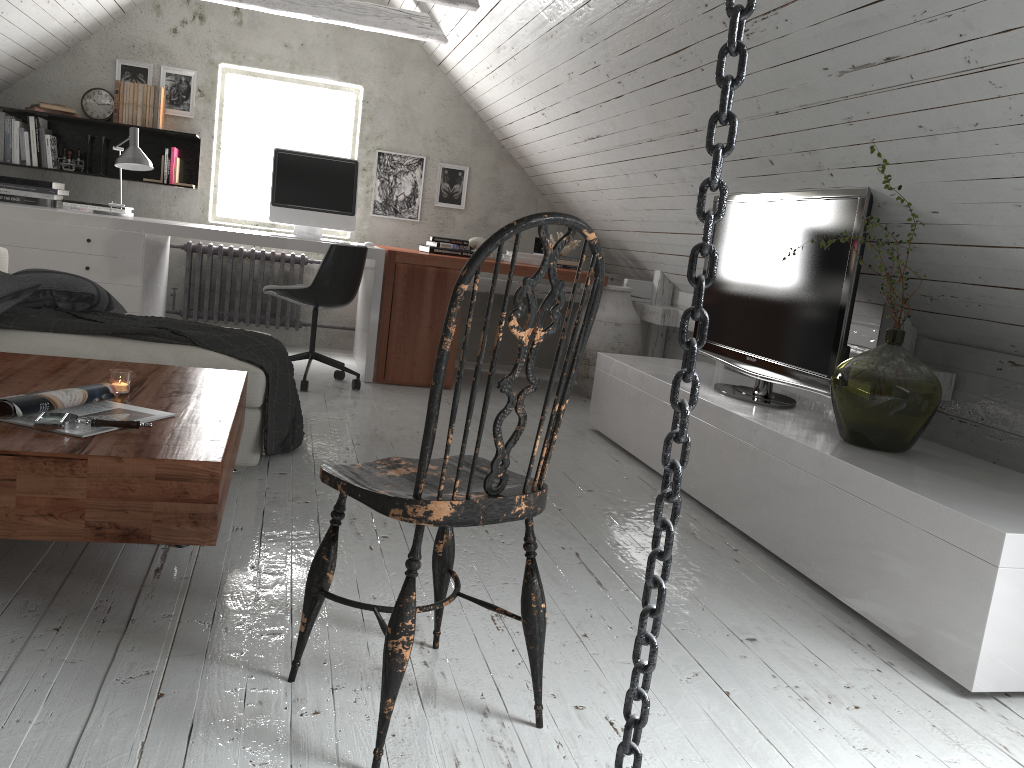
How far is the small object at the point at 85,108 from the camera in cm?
544

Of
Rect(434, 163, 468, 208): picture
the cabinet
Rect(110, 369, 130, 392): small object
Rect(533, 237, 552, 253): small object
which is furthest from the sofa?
Rect(533, 237, 552, 253): small object

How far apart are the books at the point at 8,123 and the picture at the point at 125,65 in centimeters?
70cm

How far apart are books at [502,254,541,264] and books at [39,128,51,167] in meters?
3.0

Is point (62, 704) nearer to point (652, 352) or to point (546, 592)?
point (546, 592)

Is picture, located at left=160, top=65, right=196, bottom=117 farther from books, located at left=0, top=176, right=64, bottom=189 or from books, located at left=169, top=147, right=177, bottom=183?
books, located at left=0, top=176, right=64, bottom=189

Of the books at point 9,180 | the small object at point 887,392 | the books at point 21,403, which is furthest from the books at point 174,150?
the small object at point 887,392

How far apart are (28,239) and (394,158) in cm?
240

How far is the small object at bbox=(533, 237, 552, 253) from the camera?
5.9m

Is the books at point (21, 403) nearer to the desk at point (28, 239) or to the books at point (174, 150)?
the desk at point (28, 239)
